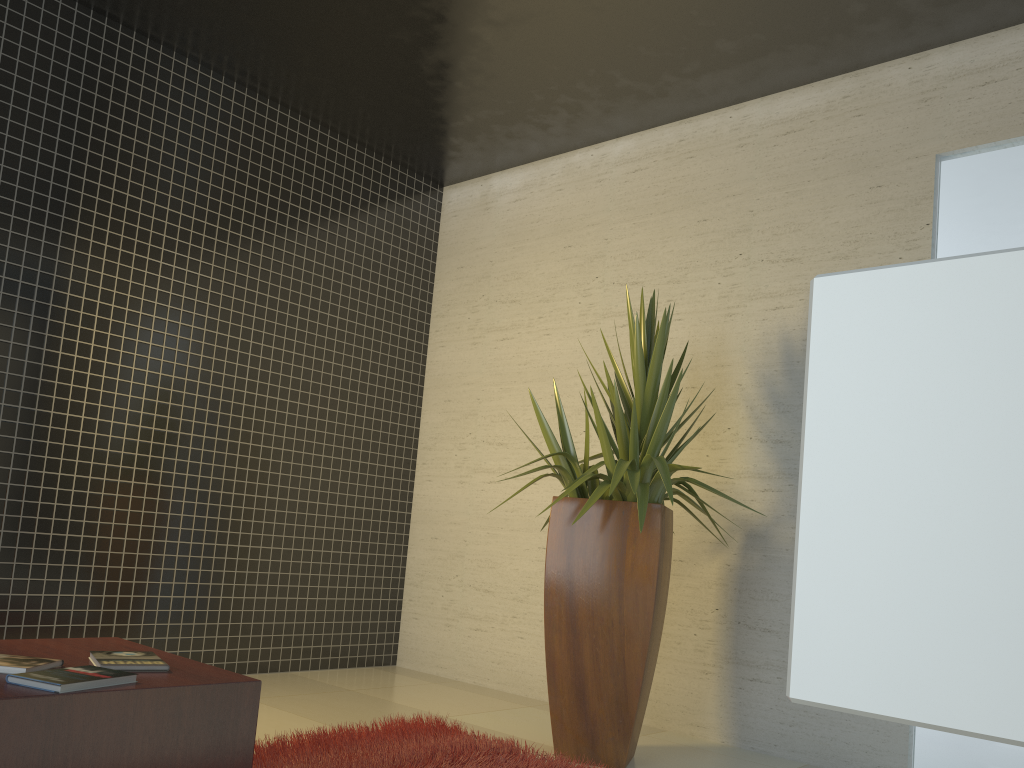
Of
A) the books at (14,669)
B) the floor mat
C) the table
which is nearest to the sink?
the table

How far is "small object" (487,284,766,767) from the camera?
3.5m

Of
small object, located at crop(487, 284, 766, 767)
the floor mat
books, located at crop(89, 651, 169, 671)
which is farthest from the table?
small object, located at crop(487, 284, 766, 767)

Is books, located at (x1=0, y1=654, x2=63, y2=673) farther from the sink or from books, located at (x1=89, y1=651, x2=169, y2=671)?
the sink

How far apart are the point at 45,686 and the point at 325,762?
1.3 meters

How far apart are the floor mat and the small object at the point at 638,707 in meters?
0.2 m

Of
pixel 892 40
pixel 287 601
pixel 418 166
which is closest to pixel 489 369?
pixel 418 166

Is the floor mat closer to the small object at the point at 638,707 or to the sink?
the small object at the point at 638,707

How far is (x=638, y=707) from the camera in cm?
352

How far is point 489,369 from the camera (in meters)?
5.72
